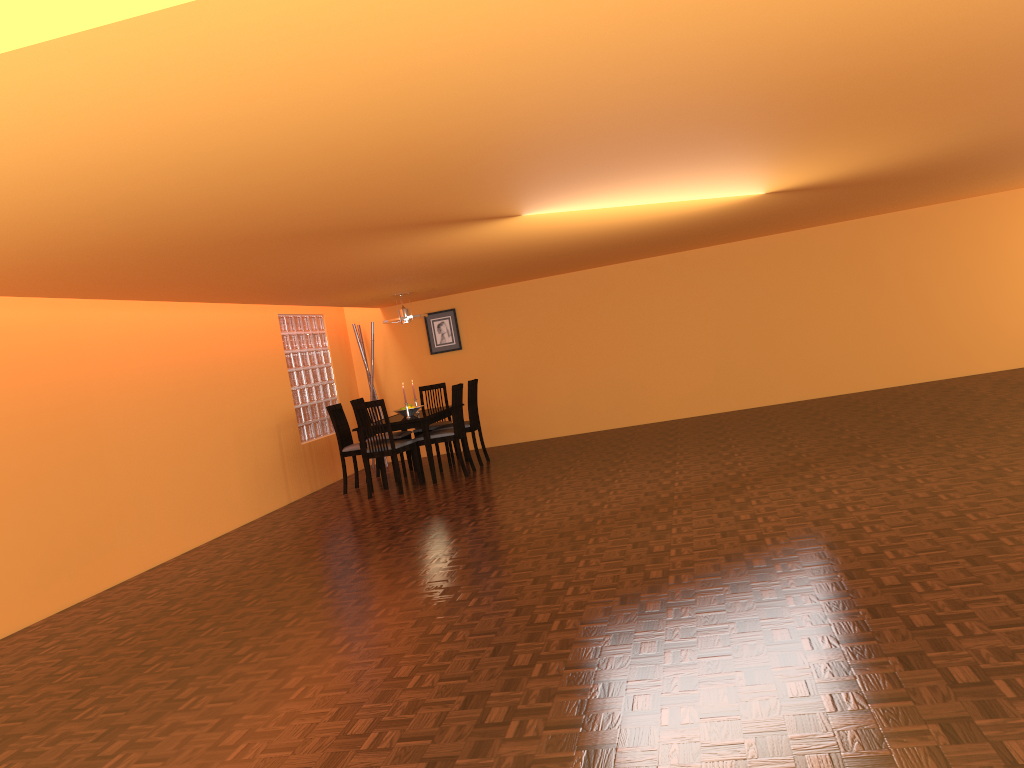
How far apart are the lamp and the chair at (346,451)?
1.0 meters

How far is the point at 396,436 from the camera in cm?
835

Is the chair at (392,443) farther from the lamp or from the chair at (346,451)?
the lamp

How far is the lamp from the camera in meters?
8.3 m

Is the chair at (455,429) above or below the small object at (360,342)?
below

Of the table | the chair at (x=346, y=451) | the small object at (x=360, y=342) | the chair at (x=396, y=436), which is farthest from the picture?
the chair at (x=346, y=451)

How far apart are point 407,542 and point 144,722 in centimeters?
237cm

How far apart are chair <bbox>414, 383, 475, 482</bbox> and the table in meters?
0.1

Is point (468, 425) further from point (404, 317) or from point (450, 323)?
point (450, 323)

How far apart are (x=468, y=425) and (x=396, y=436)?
0.7 meters
